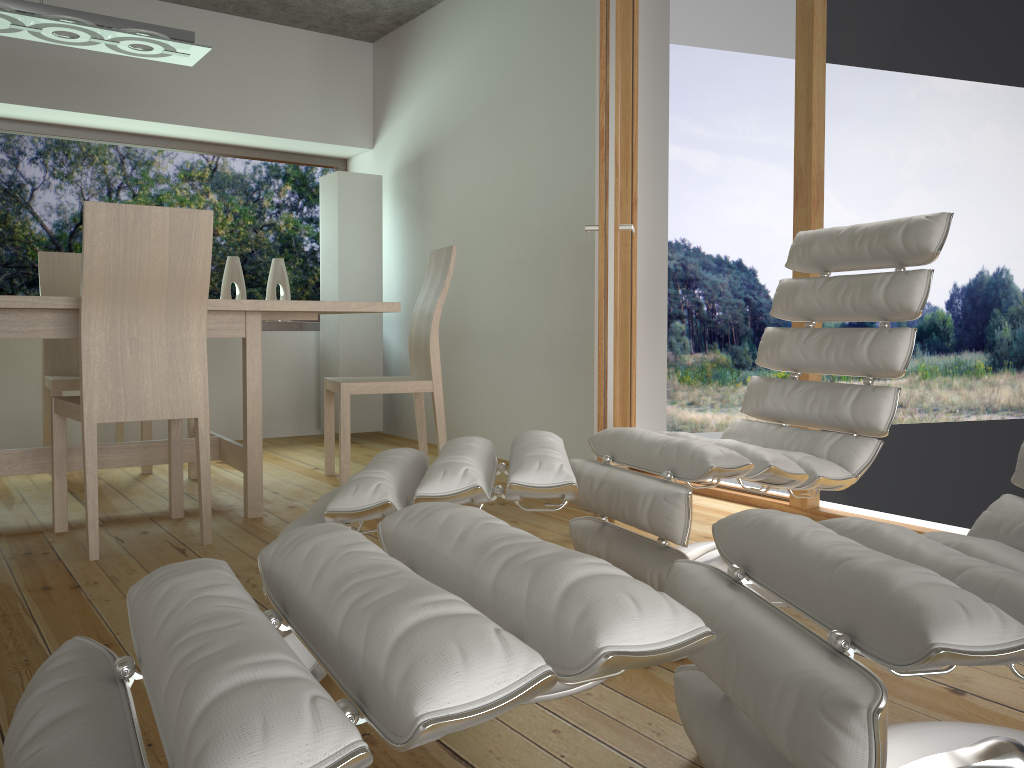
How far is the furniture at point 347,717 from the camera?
0.68m

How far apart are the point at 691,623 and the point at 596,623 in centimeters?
9cm

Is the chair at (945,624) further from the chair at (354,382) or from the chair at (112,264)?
the chair at (354,382)

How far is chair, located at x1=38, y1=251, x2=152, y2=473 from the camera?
3.9 meters

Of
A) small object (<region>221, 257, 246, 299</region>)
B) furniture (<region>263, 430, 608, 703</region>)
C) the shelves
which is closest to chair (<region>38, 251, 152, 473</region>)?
small object (<region>221, 257, 246, 299</region>)

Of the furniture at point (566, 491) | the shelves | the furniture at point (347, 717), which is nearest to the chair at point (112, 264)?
the furniture at point (566, 491)

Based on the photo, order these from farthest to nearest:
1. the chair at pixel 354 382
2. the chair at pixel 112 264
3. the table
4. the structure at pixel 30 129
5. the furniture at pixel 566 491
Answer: the structure at pixel 30 129 → the chair at pixel 354 382 → the table → the chair at pixel 112 264 → the furniture at pixel 566 491

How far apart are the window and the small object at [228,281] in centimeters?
31cm

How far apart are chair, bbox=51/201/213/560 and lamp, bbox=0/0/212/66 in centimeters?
106cm

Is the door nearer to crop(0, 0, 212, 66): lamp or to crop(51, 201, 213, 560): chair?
crop(51, 201, 213, 560): chair
